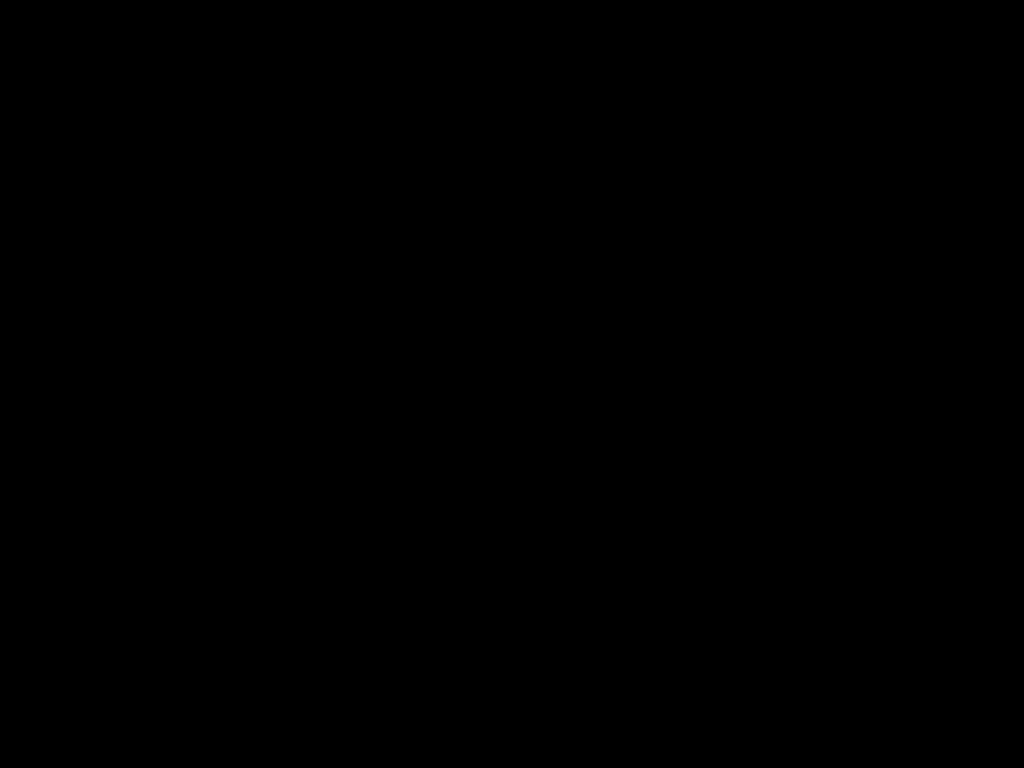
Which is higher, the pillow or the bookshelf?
the pillow

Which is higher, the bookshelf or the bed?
the bed

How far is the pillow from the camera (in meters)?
2.52

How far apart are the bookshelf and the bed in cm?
2

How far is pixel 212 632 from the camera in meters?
0.7 m

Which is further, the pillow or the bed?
the pillow

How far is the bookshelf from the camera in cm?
252

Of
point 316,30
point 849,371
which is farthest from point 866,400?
point 316,30

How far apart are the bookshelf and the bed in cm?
2

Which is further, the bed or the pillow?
the pillow
